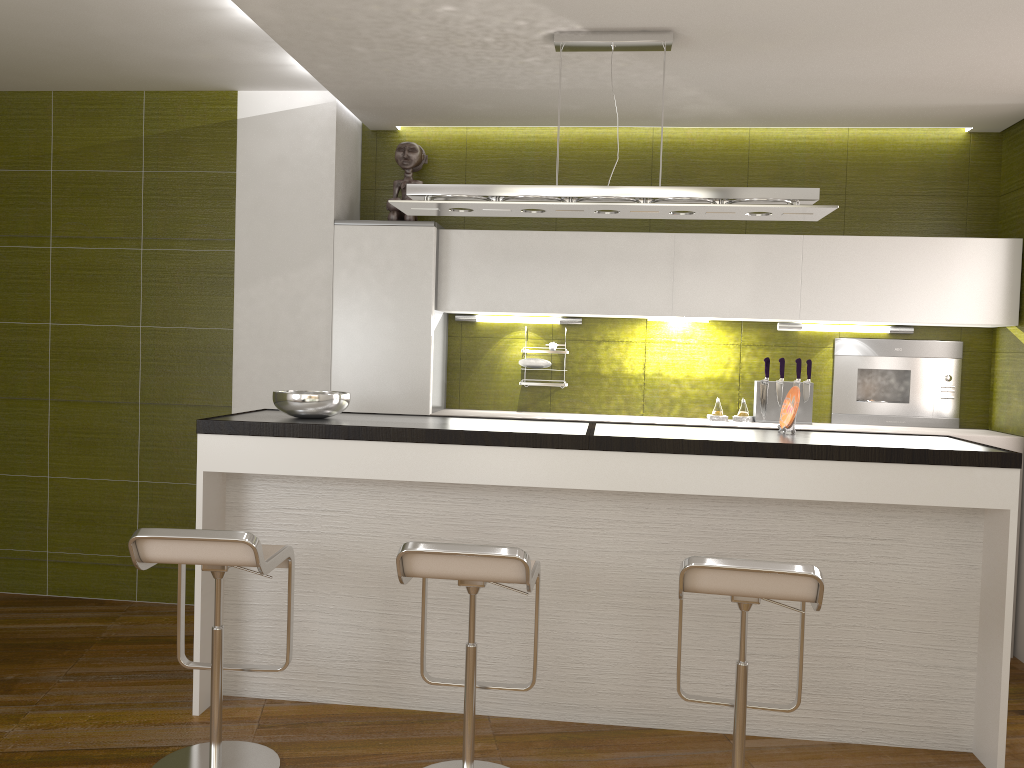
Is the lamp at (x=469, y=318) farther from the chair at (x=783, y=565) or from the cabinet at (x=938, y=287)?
the chair at (x=783, y=565)

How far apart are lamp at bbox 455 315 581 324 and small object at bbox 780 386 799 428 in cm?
197

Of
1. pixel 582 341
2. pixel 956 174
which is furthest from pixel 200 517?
pixel 956 174

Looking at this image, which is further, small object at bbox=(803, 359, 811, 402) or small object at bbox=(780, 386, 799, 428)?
small object at bbox=(803, 359, 811, 402)

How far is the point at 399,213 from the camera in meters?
4.8

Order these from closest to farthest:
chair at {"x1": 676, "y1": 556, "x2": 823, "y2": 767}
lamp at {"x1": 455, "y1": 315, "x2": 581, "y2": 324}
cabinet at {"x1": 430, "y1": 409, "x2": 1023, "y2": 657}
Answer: chair at {"x1": 676, "y1": 556, "x2": 823, "y2": 767}, cabinet at {"x1": 430, "y1": 409, "x2": 1023, "y2": 657}, lamp at {"x1": 455, "y1": 315, "x2": 581, "y2": 324}

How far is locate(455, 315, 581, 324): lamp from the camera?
5.01m

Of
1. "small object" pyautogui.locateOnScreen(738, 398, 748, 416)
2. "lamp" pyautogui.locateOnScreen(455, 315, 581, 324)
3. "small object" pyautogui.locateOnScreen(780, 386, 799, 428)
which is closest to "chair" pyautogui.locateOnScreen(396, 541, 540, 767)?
"small object" pyautogui.locateOnScreen(780, 386, 799, 428)

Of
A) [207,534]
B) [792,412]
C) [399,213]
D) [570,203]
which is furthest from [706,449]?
[399,213]

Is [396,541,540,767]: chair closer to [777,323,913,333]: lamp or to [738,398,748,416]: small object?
[738,398,748,416]: small object
